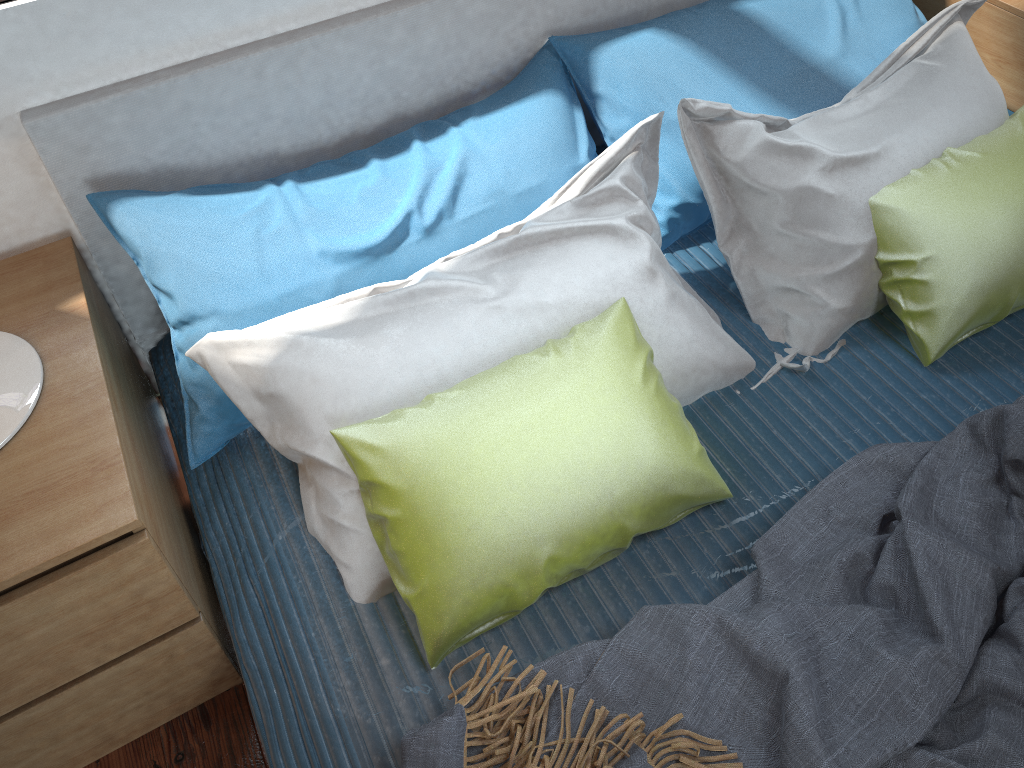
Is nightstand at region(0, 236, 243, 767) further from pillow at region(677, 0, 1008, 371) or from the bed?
pillow at region(677, 0, 1008, 371)

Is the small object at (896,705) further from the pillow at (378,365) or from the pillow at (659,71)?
the pillow at (659,71)

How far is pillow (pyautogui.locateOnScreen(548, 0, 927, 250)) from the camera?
1.57m

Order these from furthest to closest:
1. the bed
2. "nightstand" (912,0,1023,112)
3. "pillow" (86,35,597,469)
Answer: "nightstand" (912,0,1023,112) < "pillow" (86,35,597,469) < the bed

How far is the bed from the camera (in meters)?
1.21

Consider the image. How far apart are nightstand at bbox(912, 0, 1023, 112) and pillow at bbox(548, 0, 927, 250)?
0.12m

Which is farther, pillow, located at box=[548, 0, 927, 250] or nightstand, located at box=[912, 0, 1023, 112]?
nightstand, located at box=[912, 0, 1023, 112]

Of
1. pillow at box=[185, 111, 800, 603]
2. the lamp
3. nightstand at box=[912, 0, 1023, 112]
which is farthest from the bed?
nightstand at box=[912, 0, 1023, 112]

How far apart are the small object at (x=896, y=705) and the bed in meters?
0.1

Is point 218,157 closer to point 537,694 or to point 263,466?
point 263,466
